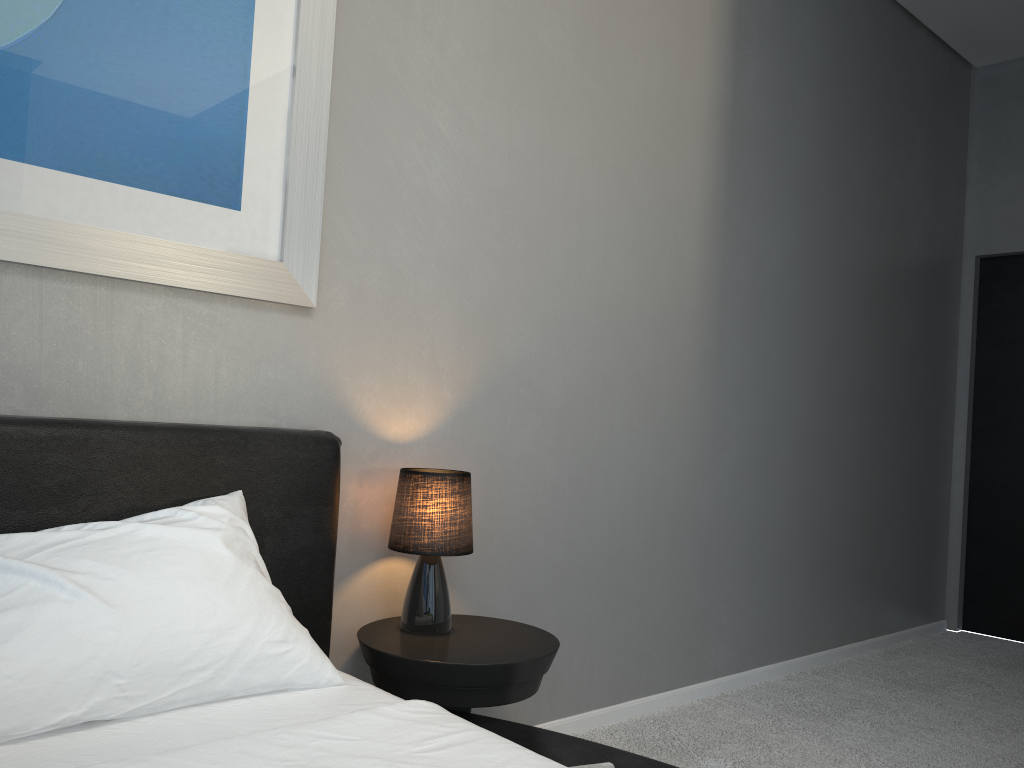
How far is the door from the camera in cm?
470

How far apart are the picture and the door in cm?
409

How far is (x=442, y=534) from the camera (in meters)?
2.14

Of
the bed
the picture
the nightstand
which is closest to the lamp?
the nightstand

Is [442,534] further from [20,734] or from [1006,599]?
[1006,599]

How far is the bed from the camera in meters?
1.3

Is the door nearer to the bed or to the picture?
the bed

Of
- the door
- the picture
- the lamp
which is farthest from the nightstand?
Result: the door

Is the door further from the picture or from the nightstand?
the picture

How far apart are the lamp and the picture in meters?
0.5
